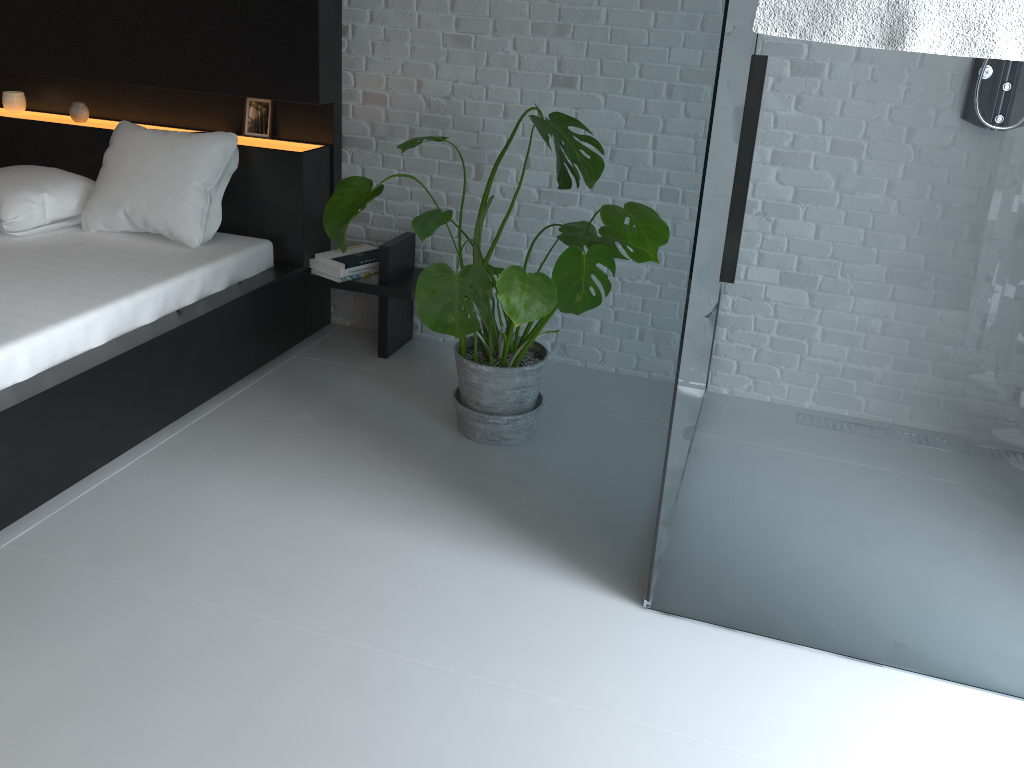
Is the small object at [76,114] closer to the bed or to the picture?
the bed

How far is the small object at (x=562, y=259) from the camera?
2.2m

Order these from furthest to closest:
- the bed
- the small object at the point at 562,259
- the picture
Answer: the picture → the bed → the small object at the point at 562,259

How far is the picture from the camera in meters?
3.4

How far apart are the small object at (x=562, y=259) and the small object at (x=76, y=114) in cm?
158

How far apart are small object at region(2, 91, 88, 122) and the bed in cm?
2

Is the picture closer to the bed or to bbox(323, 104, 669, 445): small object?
the bed

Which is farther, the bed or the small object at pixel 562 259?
the bed

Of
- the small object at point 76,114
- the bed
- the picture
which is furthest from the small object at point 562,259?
the small object at point 76,114

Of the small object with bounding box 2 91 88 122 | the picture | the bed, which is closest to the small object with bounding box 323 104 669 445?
the bed
